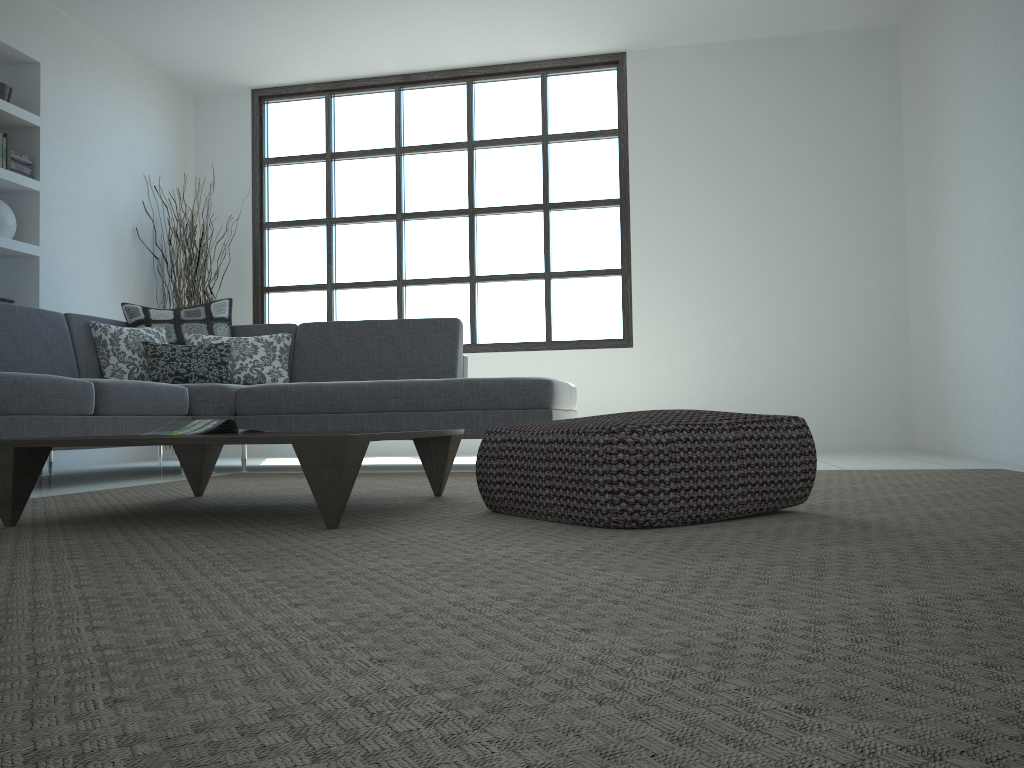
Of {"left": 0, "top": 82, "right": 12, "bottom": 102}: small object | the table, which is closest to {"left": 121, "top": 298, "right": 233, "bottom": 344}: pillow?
{"left": 0, "top": 82, "right": 12, "bottom": 102}: small object

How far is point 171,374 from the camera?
4.9m

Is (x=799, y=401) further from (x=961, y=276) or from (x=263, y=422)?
(x=263, y=422)

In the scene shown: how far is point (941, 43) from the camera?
5.2m

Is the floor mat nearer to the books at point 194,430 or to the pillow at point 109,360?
the books at point 194,430

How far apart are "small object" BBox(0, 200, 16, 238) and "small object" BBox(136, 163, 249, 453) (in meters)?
1.25

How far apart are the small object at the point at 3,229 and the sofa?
1.0m

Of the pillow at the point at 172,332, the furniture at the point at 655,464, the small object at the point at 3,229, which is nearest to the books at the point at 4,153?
the small object at the point at 3,229

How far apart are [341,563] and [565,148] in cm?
572

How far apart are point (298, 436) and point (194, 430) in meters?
0.8 m
